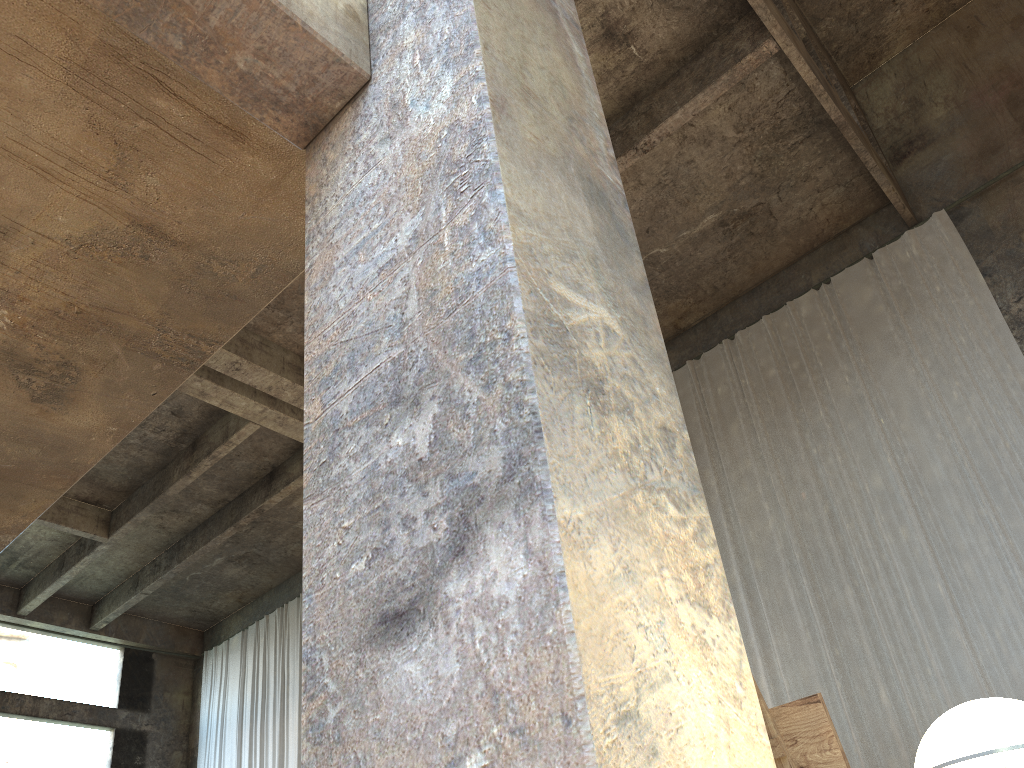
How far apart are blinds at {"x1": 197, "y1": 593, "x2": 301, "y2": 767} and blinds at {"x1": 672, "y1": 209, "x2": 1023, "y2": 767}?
8.78m

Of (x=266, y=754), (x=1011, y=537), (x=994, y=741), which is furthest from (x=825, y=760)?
(x=266, y=754)

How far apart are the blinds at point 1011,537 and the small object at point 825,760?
7.6m

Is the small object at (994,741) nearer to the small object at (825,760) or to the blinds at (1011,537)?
the small object at (825,760)

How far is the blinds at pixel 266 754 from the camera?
15.9 meters

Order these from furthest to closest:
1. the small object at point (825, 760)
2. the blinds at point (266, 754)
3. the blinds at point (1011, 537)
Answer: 1. the blinds at point (266, 754)
2. the blinds at point (1011, 537)
3. the small object at point (825, 760)

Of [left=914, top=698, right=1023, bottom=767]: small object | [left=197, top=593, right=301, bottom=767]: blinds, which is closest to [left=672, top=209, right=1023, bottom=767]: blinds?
[left=914, top=698, right=1023, bottom=767]: small object

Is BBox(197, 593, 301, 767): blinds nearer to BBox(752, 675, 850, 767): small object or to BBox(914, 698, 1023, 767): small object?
BBox(752, 675, 850, 767): small object

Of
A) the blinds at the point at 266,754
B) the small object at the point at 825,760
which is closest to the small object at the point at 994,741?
the small object at the point at 825,760

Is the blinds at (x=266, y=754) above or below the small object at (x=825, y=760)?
above
